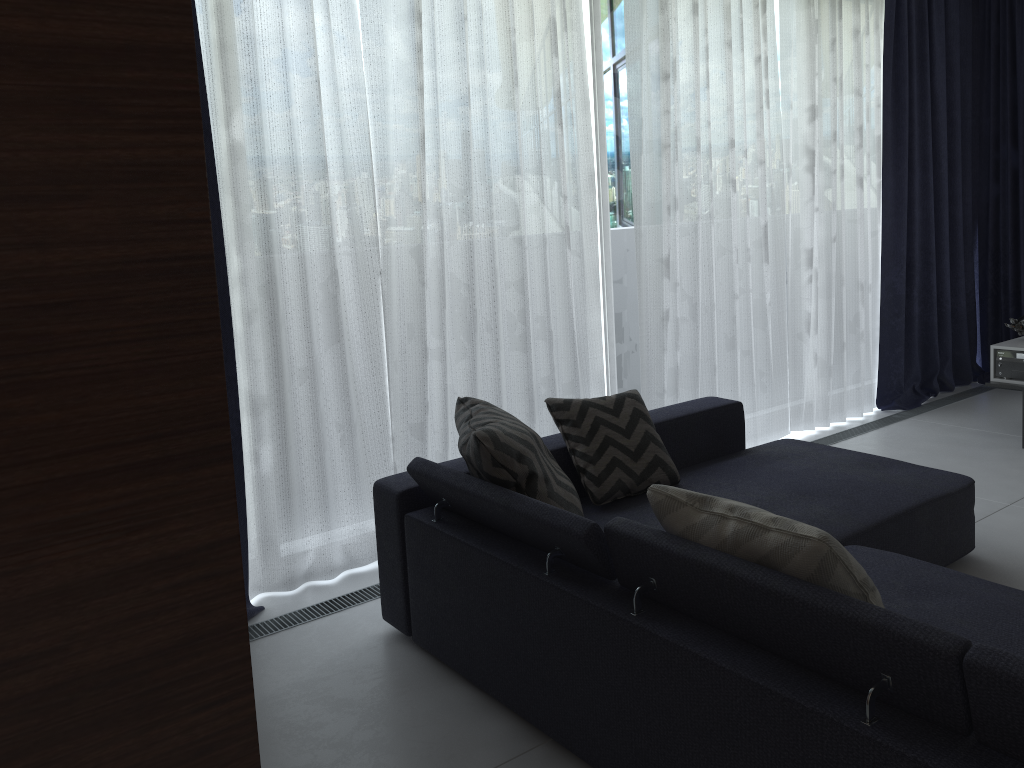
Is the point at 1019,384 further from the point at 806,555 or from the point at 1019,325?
the point at 806,555

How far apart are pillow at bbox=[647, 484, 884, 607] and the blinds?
1.6m

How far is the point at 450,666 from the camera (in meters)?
2.61

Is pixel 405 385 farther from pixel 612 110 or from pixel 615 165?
pixel 612 110

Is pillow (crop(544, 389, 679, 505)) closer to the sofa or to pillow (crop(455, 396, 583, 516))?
the sofa

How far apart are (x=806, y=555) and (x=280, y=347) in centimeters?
201cm

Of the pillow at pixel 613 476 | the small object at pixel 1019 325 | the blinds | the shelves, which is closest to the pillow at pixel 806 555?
the pillow at pixel 613 476

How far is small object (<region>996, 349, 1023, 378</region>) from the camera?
4.5 meters

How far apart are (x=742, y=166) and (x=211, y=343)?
3.65m

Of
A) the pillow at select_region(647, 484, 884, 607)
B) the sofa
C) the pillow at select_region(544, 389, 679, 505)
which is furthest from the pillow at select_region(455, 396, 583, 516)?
the pillow at select_region(647, 484, 884, 607)
